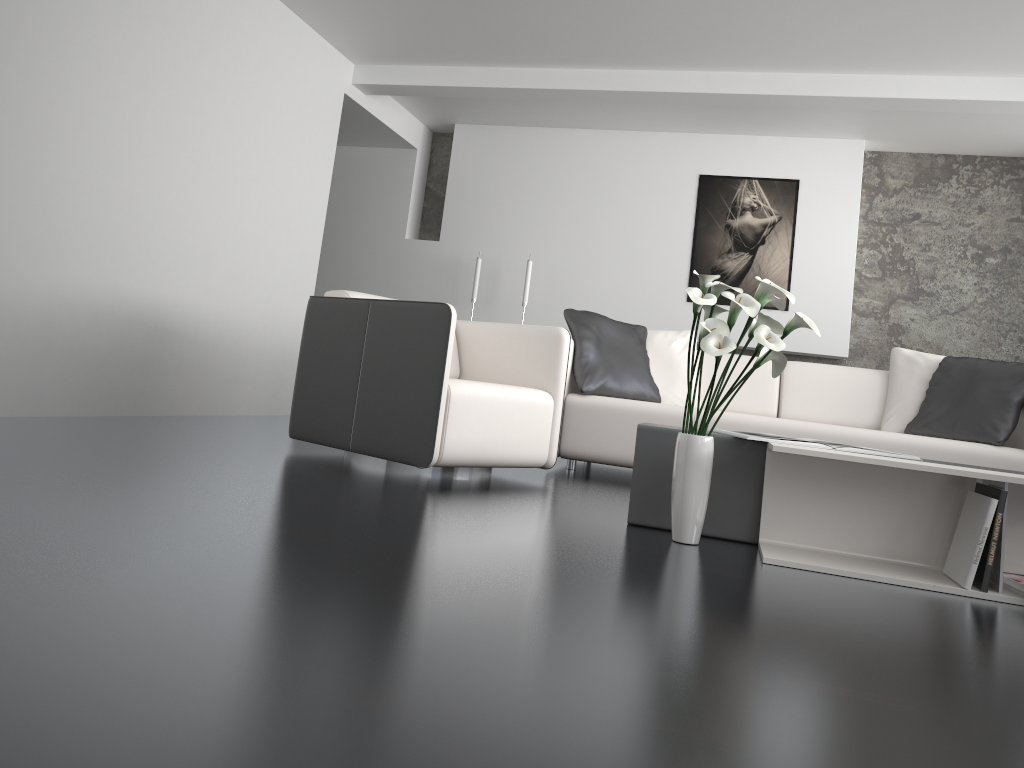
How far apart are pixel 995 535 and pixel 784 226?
4.6m

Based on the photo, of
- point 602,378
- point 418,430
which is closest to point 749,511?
point 418,430

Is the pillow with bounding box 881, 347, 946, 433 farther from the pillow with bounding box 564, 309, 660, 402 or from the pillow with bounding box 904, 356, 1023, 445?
the pillow with bounding box 564, 309, 660, 402

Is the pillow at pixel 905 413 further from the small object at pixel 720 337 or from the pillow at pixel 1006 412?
the small object at pixel 720 337

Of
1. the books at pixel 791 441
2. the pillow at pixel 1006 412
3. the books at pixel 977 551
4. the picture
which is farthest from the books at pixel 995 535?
the picture

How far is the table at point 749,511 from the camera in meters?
2.8 m

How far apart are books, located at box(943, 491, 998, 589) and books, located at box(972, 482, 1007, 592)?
0.01m

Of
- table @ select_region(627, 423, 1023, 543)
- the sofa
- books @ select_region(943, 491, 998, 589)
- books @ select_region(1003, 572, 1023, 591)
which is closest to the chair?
the sofa

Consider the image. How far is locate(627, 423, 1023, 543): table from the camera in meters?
2.8 m

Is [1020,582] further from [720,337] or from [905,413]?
[905,413]
